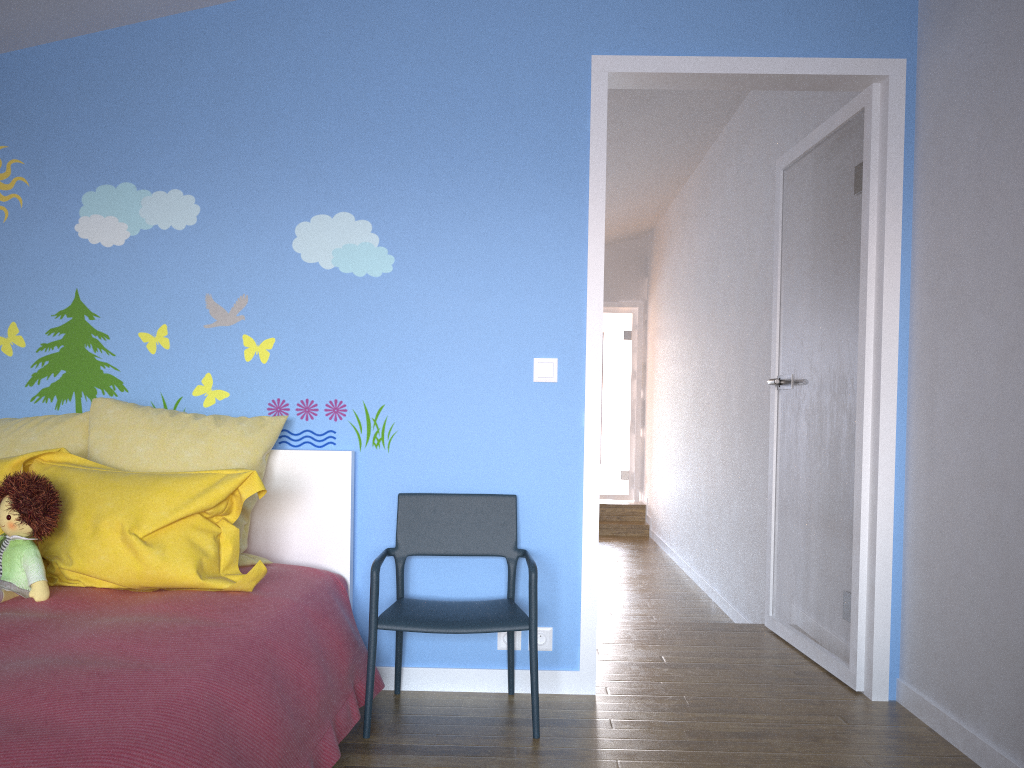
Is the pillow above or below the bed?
above

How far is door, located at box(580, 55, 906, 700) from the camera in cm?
294

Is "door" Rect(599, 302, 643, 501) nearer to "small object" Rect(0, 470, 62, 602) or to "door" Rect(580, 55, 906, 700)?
"door" Rect(580, 55, 906, 700)

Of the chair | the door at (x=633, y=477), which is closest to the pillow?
the chair

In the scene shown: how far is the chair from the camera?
2.5m

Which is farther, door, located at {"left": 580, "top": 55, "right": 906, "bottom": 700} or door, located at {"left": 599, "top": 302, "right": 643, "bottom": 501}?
door, located at {"left": 599, "top": 302, "right": 643, "bottom": 501}

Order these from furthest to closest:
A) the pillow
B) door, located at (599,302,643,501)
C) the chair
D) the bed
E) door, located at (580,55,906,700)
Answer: door, located at (599,302,643,501) → door, located at (580,55,906,700) → the chair → the pillow → the bed

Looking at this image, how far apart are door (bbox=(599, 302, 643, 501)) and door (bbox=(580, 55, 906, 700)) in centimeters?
555cm

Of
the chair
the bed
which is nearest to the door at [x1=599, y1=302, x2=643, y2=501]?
the chair

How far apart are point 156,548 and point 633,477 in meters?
7.6
